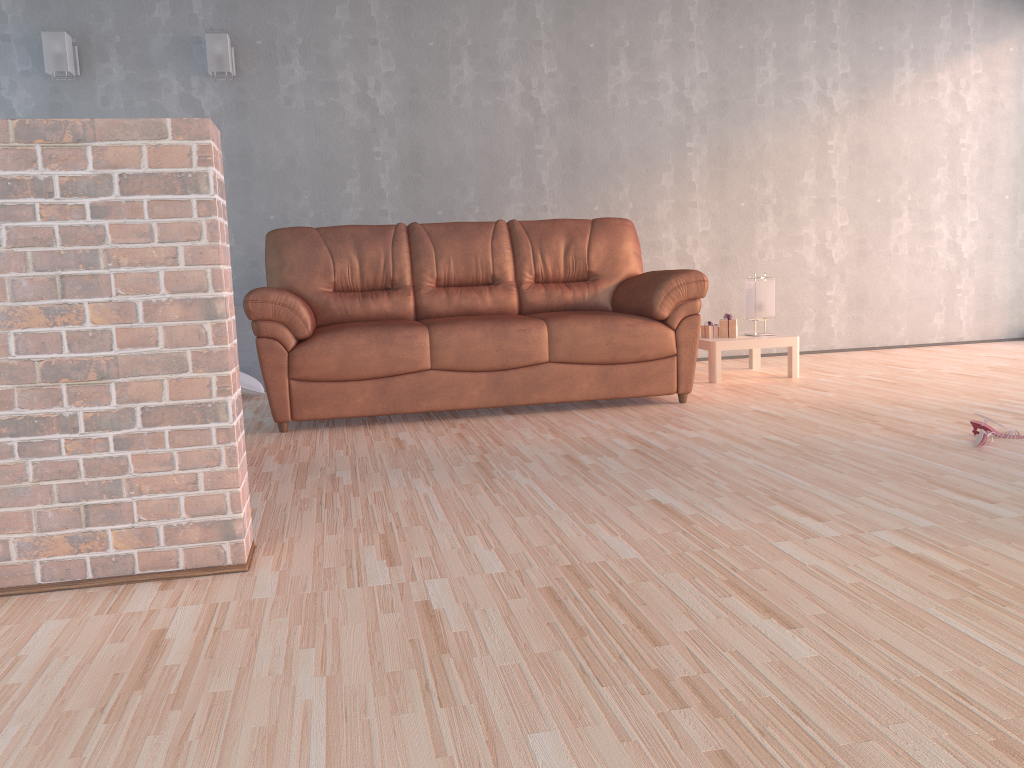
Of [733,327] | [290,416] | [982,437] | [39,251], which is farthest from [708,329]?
[39,251]

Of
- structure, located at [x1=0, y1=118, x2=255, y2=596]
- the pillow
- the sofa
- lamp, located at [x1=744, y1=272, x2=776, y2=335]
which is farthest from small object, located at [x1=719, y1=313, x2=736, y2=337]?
structure, located at [x1=0, y1=118, x2=255, y2=596]

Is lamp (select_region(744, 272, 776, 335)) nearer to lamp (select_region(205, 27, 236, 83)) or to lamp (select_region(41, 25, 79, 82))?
lamp (select_region(205, 27, 236, 83))

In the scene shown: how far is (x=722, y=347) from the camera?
5.0m

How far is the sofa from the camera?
4.0 meters

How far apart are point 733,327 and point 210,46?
3.5m

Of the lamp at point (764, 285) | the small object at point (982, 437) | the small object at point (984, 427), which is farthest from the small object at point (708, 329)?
the small object at point (982, 437)

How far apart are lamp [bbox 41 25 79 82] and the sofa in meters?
1.6

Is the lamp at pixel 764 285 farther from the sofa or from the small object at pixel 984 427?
the small object at pixel 984 427

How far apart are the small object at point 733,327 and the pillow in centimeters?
272cm
